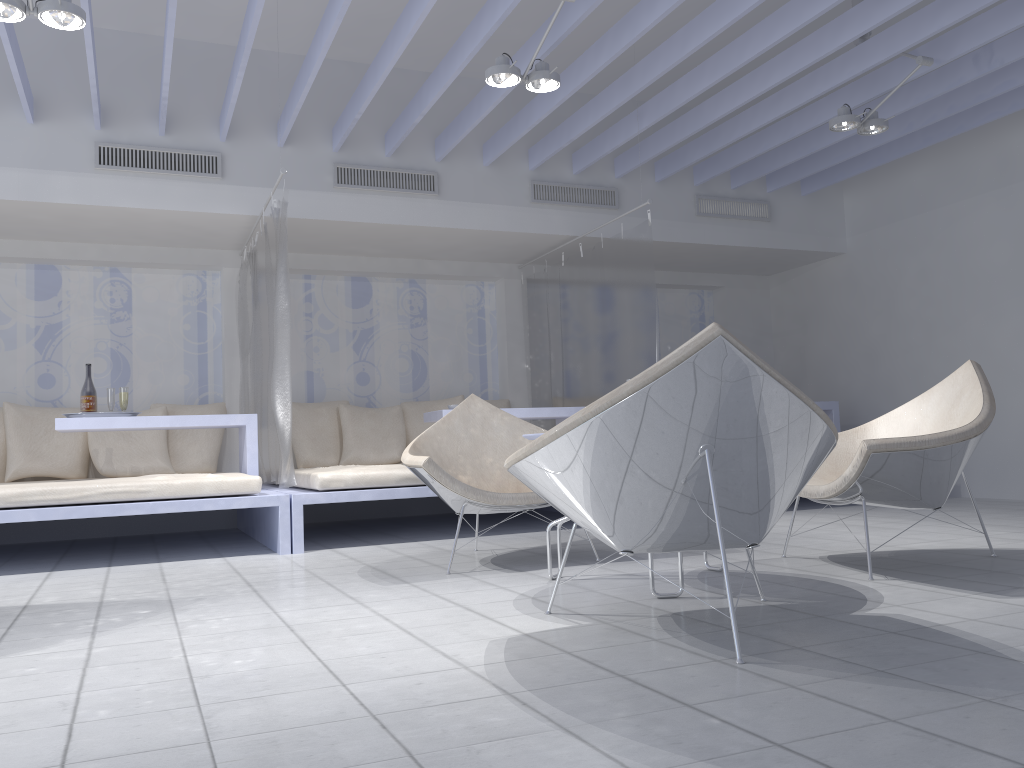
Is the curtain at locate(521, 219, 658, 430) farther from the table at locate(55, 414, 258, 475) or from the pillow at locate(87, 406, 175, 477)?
the pillow at locate(87, 406, 175, 477)

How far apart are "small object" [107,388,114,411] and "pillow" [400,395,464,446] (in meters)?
2.23

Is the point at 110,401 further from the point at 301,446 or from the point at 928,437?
the point at 928,437

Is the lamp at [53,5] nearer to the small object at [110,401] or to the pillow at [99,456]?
the small object at [110,401]

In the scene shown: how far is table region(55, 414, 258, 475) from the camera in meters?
4.9 m

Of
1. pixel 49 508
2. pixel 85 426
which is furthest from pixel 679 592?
pixel 85 426

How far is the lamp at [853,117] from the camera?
5.0m

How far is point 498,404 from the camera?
7.1m

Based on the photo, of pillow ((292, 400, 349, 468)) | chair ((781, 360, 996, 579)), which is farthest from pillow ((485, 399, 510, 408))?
chair ((781, 360, 996, 579))

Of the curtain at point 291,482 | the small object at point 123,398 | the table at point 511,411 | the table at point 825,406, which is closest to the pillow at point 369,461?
the table at point 511,411
